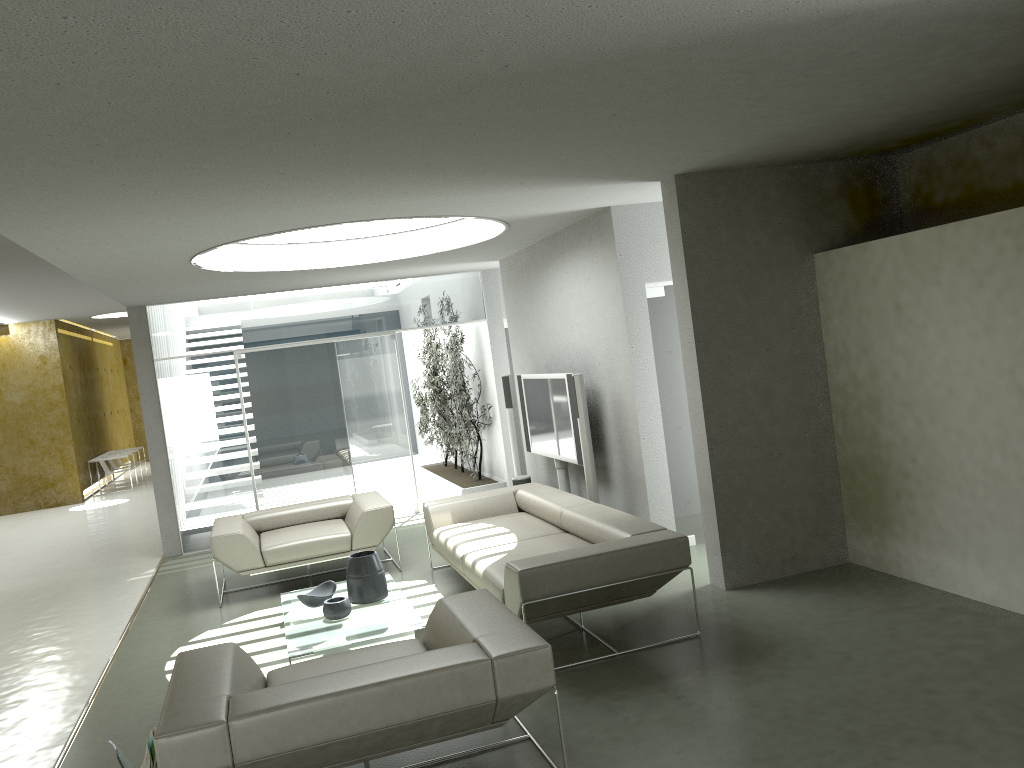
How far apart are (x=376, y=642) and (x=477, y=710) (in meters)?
2.36

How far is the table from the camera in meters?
5.2

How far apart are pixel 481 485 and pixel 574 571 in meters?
6.1

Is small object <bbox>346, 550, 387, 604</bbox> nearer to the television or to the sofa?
the sofa

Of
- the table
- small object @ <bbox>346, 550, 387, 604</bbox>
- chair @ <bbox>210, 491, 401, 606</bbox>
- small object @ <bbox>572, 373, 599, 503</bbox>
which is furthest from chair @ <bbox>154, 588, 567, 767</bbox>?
chair @ <bbox>210, 491, 401, 606</bbox>

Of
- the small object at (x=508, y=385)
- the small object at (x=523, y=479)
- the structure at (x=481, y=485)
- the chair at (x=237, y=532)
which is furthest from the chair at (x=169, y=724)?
the structure at (x=481, y=485)

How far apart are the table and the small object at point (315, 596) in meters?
Answer: 0.0

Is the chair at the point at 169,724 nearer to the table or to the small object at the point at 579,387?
the table

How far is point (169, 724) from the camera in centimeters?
316cm

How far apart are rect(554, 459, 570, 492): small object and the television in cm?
9
